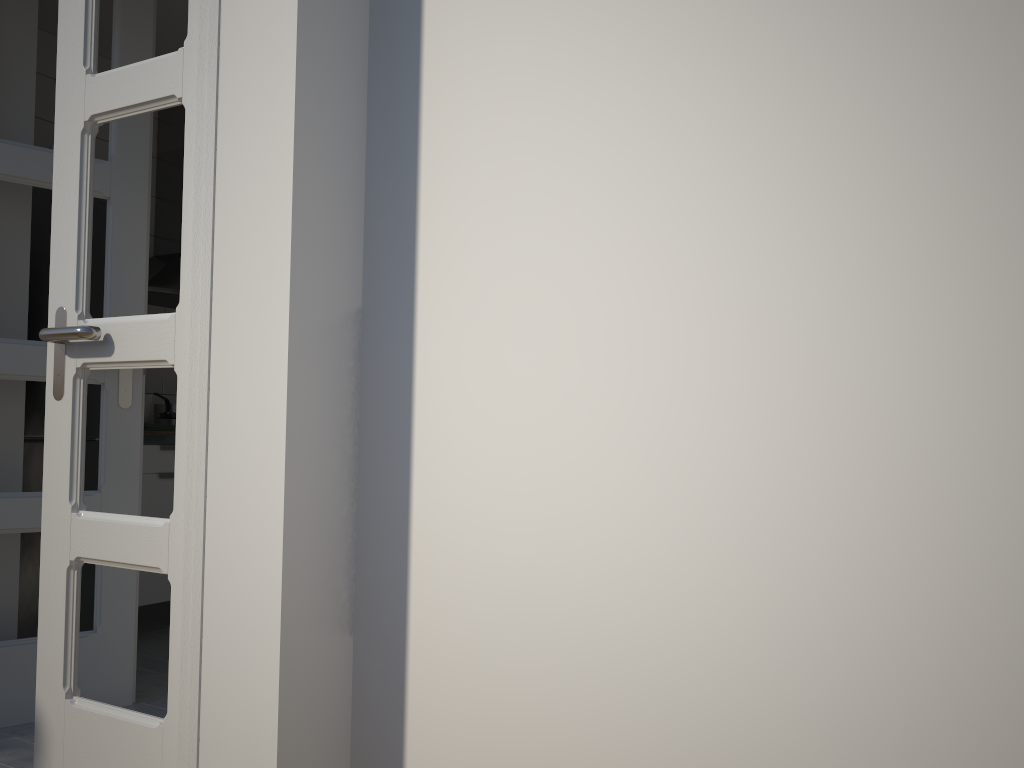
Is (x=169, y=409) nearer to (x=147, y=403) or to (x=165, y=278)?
(x=147, y=403)

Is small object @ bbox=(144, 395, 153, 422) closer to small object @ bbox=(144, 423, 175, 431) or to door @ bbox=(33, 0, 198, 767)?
small object @ bbox=(144, 423, 175, 431)

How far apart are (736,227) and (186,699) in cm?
136

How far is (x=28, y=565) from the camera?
3.08m

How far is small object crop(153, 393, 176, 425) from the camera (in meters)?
4.04

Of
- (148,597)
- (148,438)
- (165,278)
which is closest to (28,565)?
(148,597)

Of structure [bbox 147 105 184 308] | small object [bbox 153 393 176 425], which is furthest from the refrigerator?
small object [bbox 153 393 176 425]

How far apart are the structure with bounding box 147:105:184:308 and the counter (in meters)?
0.70

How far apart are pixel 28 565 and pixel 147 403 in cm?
106

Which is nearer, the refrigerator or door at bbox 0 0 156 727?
door at bbox 0 0 156 727
